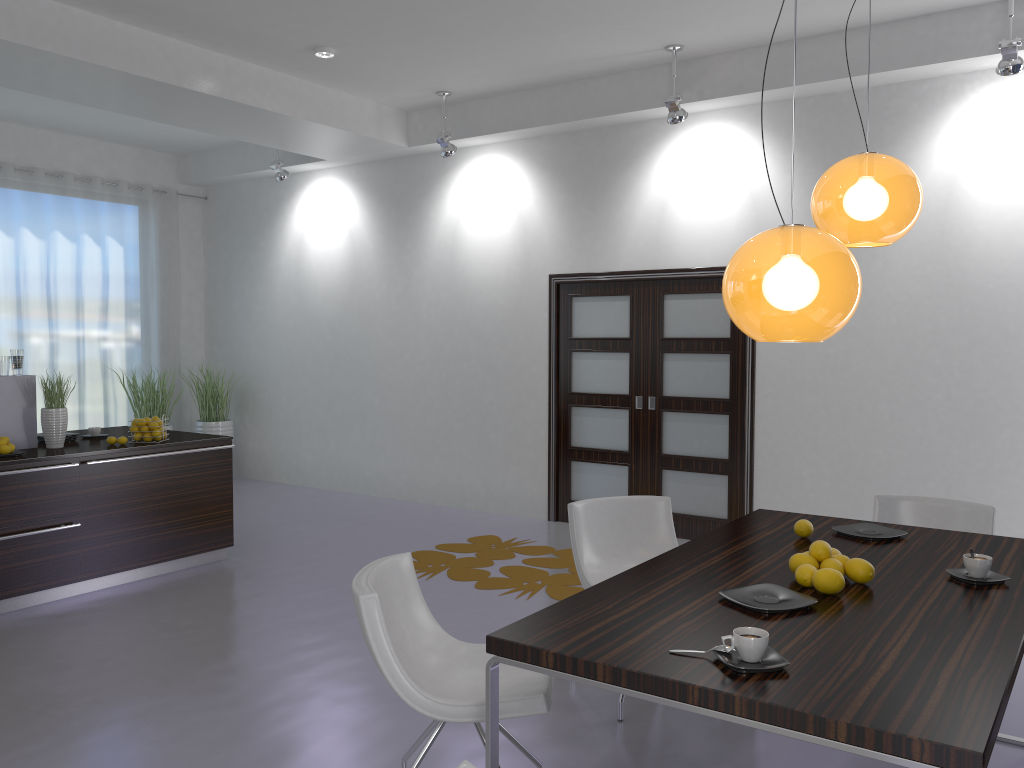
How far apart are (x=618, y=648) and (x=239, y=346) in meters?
8.2

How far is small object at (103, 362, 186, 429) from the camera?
8.7 meters

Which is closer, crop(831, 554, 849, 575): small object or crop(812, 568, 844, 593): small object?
crop(812, 568, 844, 593): small object

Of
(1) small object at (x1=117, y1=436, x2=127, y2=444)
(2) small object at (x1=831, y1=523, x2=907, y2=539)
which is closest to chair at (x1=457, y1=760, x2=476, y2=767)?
(2) small object at (x1=831, y1=523, x2=907, y2=539)

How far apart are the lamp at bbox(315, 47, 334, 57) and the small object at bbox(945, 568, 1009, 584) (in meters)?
5.04

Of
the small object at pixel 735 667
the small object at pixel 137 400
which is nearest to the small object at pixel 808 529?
the small object at pixel 735 667

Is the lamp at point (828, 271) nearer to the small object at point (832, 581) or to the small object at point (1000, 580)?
the small object at point (832, 581)

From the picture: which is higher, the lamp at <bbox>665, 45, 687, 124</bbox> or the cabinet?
the lamp at <bbox>665, 45, 687, 124</bbox>

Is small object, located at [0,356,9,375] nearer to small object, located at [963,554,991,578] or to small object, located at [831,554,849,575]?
small object, located at [831,554,849,575]

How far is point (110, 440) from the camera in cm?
559
